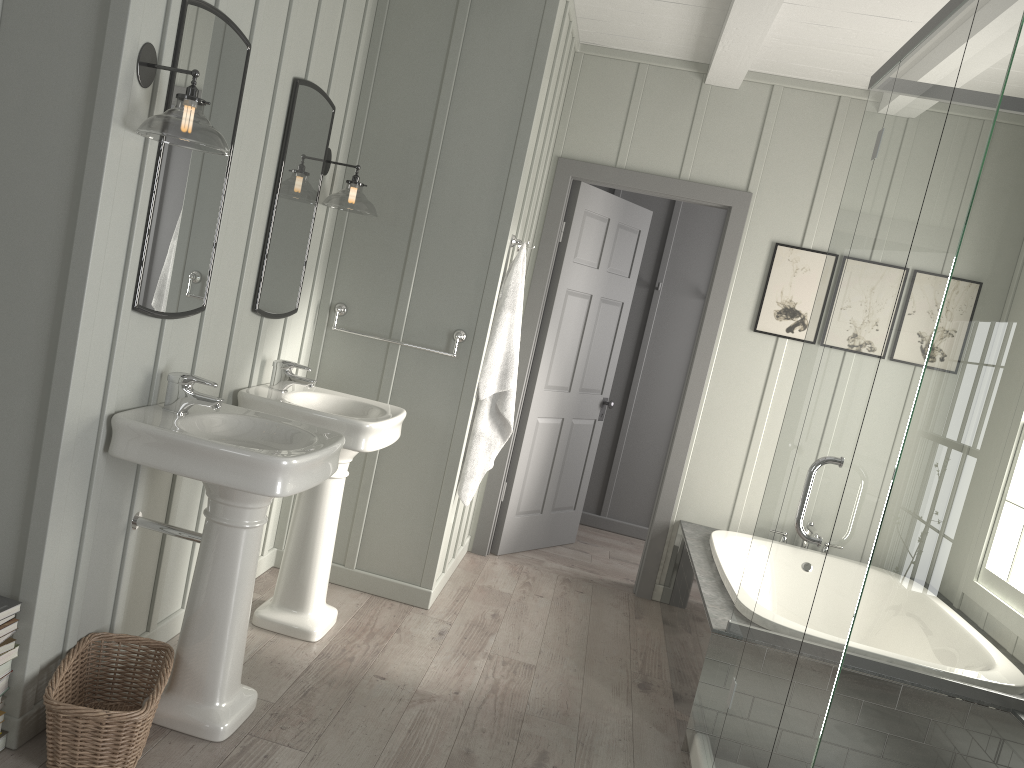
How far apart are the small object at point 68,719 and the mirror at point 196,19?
0.9m

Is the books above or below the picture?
below

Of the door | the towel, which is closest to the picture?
the door

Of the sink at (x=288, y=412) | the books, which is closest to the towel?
the sink at (x=288, y=412)

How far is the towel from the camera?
3.9 meters

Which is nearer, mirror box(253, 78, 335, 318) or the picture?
mirror box(253, 78, 335, 318)

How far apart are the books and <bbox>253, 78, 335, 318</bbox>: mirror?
1.3m

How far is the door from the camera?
4.7m

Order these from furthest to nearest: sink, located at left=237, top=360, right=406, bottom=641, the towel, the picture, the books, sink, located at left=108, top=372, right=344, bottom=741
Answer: the picture → the towel → sink, located at left=237, top=360, right=406, bottom=641 → sink, located at left=108, top=372, right=344, bottom=741 → the books

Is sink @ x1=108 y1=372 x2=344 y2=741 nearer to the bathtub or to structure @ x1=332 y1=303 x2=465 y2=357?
structure @ x1=332 y1=303 x2=465 y2=357
